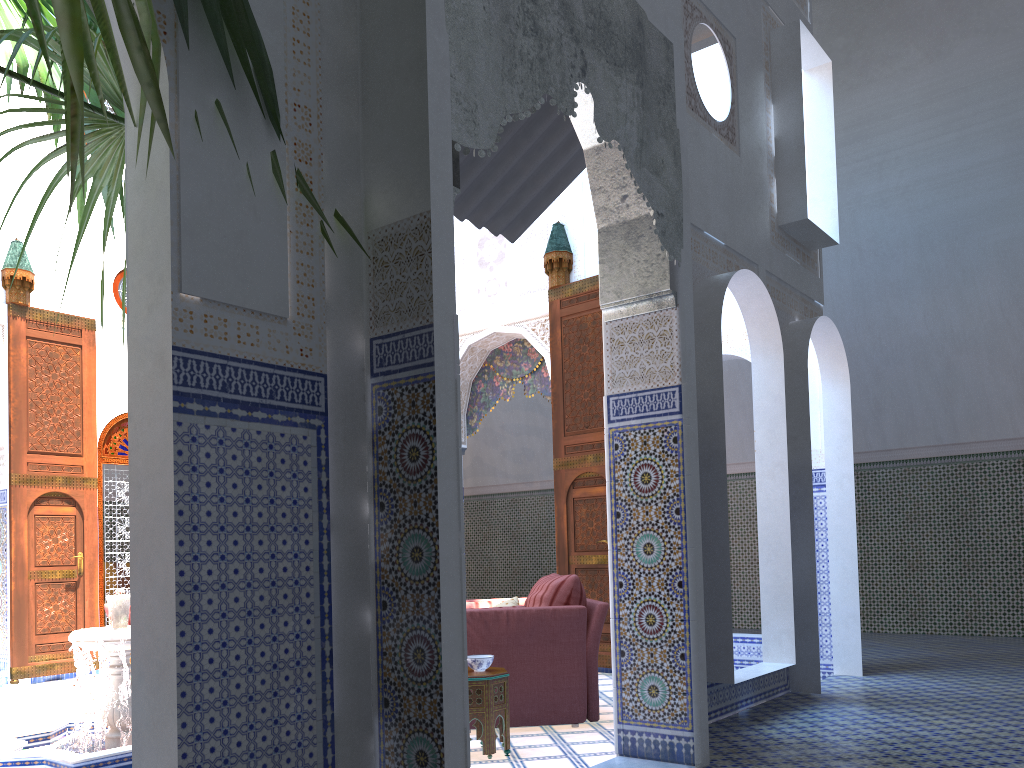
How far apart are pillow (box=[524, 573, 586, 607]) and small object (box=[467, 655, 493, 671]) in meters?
0.6 m

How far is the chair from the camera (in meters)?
3.66

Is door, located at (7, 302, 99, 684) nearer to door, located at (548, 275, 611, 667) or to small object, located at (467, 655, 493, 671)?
door, located at (548, 275, 611, 667)

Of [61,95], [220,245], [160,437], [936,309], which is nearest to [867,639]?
[936,309]

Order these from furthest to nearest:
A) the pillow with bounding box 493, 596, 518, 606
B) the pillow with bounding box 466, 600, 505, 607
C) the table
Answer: the pillow with bounding box 466, 600, 505, 607, the pillow with bounding box 493, 596, 518, 606, the table

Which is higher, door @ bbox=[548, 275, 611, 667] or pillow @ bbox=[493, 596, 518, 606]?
door @ bbox=[548, 275, 611, 667]

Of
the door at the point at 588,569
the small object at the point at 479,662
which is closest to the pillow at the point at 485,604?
the small object at the point at 479,662

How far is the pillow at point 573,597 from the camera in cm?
383

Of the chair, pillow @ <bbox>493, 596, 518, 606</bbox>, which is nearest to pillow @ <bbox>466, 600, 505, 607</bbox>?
pillow @ <bbox>493, 596, 518, 606</bbox>

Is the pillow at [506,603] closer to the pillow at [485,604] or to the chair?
the pillow at [485,604]
